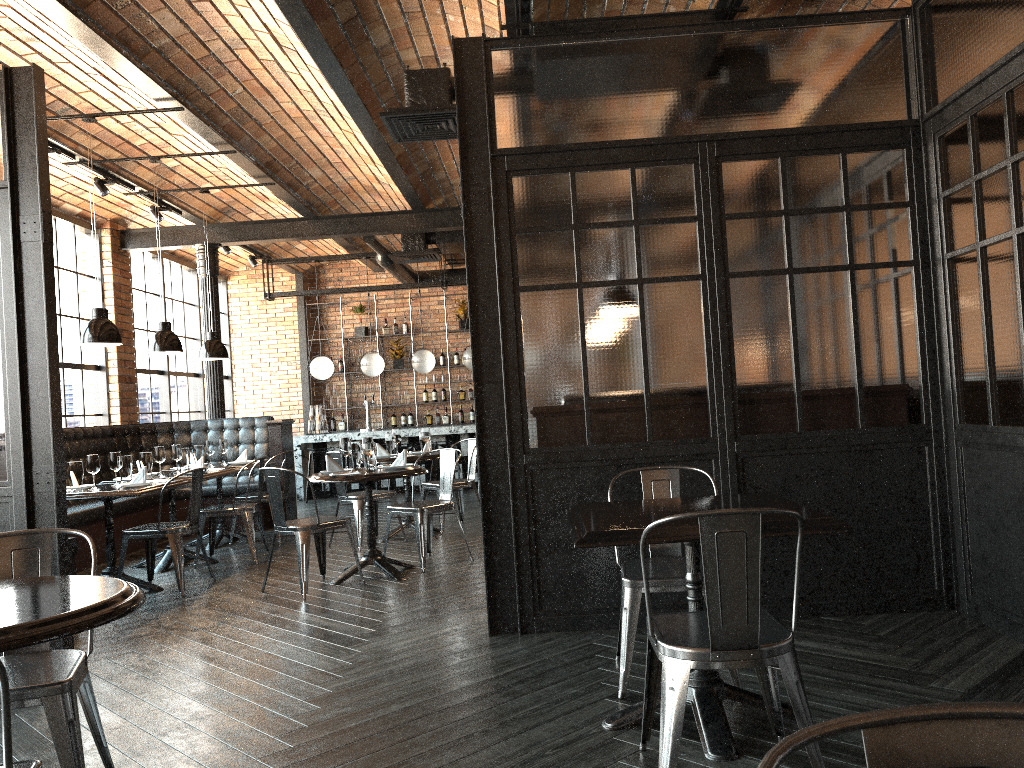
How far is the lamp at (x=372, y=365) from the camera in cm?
1253

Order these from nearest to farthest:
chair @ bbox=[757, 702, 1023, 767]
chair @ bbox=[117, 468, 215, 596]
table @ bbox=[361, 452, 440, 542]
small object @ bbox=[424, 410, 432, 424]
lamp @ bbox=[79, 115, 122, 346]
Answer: chair @ bbox=[757, 702, 1023, 767] → chair @ bbox=[117, 468, 215, 596] → lamp @ bbox=[79, 115, 122, 346] → table @ bbox=[361, 452, 440, 542] → small object @ bbox=[424, 410, 432, 424]

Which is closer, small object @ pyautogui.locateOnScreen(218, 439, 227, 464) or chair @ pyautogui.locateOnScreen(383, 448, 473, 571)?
chair @ pyautogui.locateOnScreen(383, 448, 473, 571)

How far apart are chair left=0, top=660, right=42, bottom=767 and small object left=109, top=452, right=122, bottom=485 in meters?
4.8 m

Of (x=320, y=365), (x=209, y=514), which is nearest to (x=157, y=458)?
(x=209, y=514)

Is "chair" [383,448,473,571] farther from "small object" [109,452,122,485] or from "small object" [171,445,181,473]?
"small object" [171,445,181,473]

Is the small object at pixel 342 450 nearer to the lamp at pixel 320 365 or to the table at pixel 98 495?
the table at pixel 98 495

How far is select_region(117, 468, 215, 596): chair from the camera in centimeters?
612cm

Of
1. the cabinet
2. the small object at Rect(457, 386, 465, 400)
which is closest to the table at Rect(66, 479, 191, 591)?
the cabinet

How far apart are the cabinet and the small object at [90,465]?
8.1m
